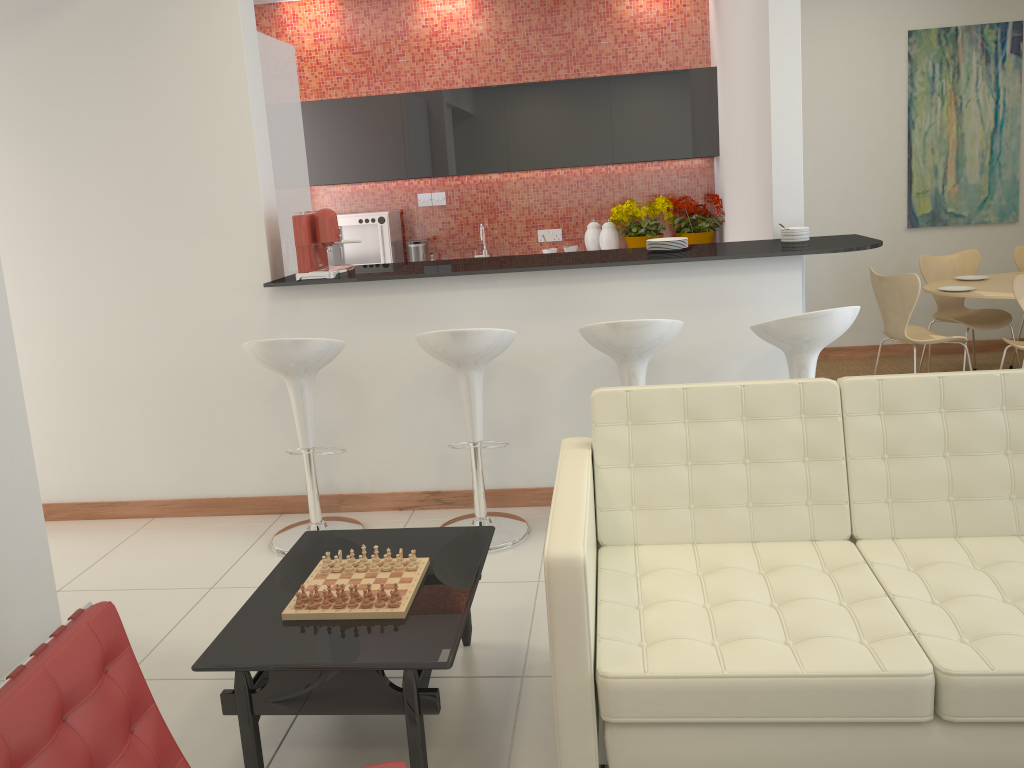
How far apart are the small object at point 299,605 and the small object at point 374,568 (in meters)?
0.28

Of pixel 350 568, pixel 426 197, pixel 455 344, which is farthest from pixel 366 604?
pixel 426 197

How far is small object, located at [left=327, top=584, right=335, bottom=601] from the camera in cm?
263

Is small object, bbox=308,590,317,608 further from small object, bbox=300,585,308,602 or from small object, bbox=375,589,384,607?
small object, bbox=375,589,384,607

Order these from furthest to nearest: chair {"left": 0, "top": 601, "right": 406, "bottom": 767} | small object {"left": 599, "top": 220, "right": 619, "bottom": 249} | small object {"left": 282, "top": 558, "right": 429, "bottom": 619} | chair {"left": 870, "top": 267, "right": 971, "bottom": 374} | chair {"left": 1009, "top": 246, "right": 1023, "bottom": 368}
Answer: small object {"left": 599, "top": 220, "right": 619, "bottom": 249}, chair {"left": 1009, "top": 246, "right": 1023, "bottom": 368}, chair {"left": 870, "top": 267, "right": 971, "bottom": 374}, small object {"left": 282, "top": 558, "right": 429, "bottom": 619}, chair {"left": 0, "top": 601, "right": 406, "bottom": 767}

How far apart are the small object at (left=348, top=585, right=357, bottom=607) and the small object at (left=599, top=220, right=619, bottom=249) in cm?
471

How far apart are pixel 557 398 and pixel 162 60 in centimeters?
247cm

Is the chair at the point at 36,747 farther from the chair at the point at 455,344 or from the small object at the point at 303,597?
the chair at the point at 455,344

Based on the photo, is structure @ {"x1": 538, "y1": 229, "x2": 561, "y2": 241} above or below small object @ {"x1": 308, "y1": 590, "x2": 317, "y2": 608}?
above

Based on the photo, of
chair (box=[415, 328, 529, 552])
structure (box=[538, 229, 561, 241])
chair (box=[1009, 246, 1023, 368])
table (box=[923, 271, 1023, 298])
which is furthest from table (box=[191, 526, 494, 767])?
chair (box=[1009, 246, 1023, 368])
